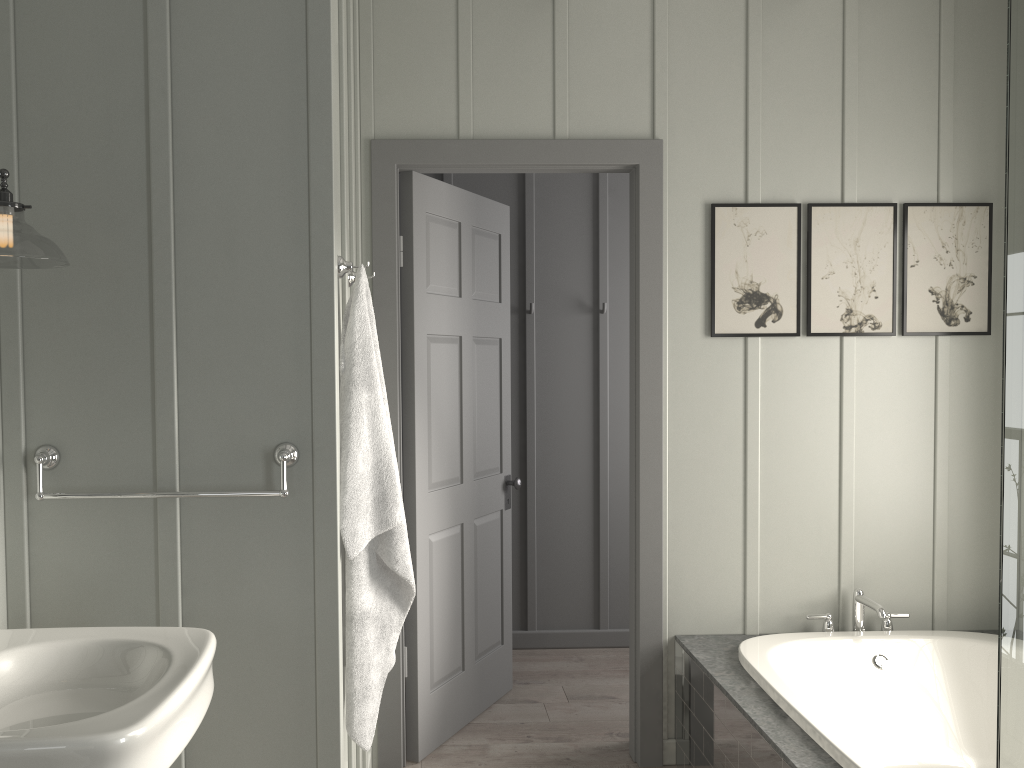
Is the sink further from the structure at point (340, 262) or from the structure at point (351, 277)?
the structure at point (351, 277)

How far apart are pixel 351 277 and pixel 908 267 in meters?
2.0 m

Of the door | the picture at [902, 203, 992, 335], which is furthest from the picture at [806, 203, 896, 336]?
the door

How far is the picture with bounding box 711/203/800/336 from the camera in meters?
3.1 m

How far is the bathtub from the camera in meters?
2.7

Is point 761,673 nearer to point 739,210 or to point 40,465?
point 739,210

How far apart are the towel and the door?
0.8m

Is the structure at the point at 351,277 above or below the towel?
above

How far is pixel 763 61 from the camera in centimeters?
313cm

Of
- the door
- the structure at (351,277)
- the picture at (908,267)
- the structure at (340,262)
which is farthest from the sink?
the picture at (908,267)
